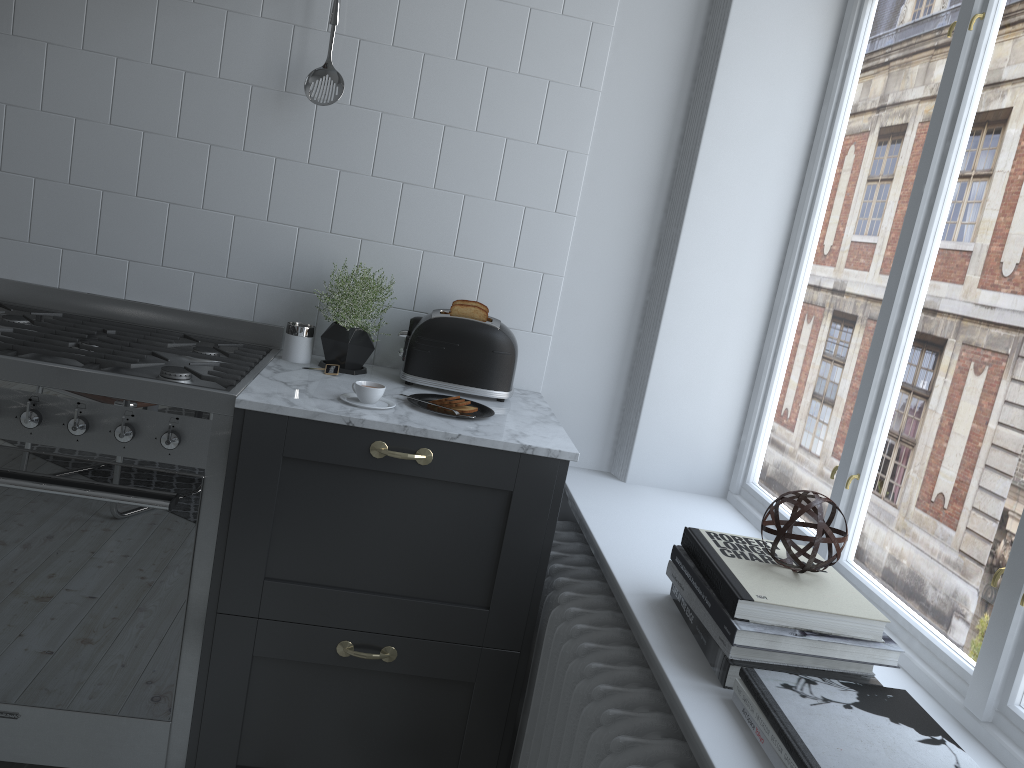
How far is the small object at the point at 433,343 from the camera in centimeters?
223cm

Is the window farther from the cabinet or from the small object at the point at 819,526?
the cabinet

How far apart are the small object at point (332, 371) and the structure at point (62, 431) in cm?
16

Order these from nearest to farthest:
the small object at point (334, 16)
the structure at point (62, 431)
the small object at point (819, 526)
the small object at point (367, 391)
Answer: the small object at point (819, 526) → the structure at point (62, 431) → the small object at point (367, 391) → the small object at point (334, 16)

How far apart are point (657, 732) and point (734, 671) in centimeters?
19cm

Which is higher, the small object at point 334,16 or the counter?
the small object at point 334,16

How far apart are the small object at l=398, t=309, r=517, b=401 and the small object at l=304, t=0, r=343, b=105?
0.58m

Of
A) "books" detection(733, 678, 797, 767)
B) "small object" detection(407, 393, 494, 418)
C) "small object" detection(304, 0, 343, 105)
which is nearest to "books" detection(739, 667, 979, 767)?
"books" detection(733, 678, 797, 767)

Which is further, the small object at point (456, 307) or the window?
the small object at point (456, 307)

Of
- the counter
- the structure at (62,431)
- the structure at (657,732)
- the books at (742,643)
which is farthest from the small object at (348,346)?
the books at (742,643)
